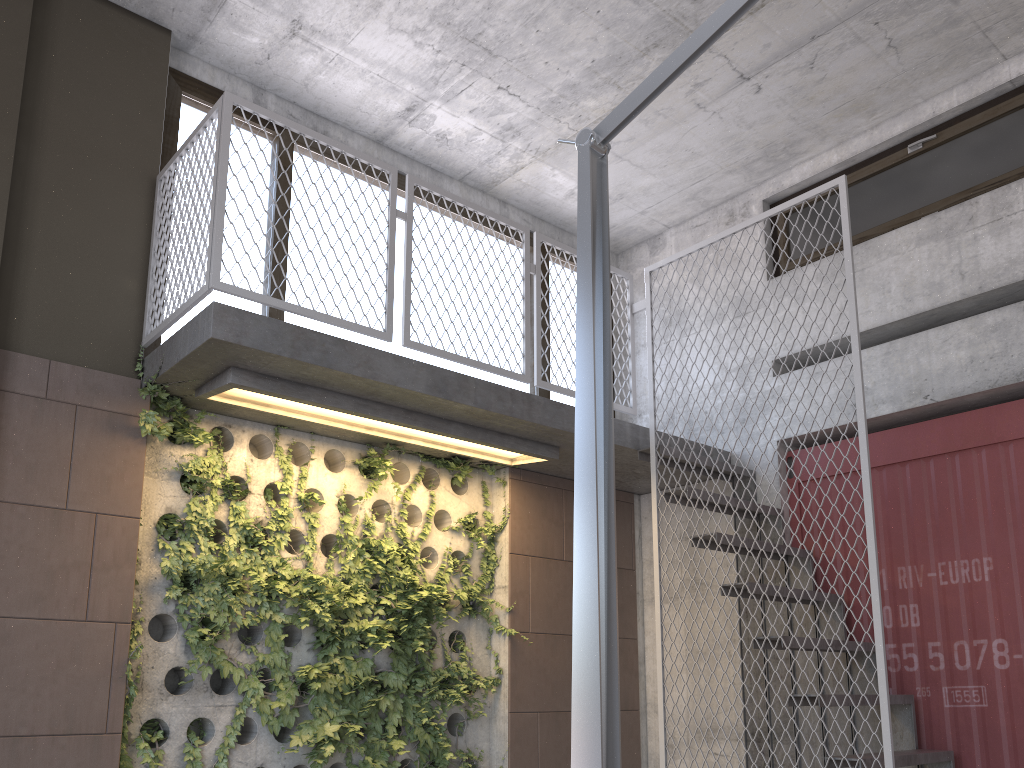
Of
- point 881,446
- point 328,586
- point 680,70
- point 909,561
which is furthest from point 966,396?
point 680,70

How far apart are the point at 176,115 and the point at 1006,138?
4.8 meters

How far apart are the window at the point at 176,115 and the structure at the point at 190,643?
0.30m

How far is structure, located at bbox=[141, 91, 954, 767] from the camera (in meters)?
3.92

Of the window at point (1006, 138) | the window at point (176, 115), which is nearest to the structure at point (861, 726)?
the window at point (176, 115)

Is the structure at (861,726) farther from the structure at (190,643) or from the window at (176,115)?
the window at (176,115)

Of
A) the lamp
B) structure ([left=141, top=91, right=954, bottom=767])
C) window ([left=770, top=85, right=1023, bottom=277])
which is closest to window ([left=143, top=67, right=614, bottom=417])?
structure ([left=141, top=91, right=954, bottom=767])

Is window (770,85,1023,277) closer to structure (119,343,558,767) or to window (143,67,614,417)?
window (143,67,614,417)

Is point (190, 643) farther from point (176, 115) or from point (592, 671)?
point (592, 671)

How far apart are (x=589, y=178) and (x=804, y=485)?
4.39m
